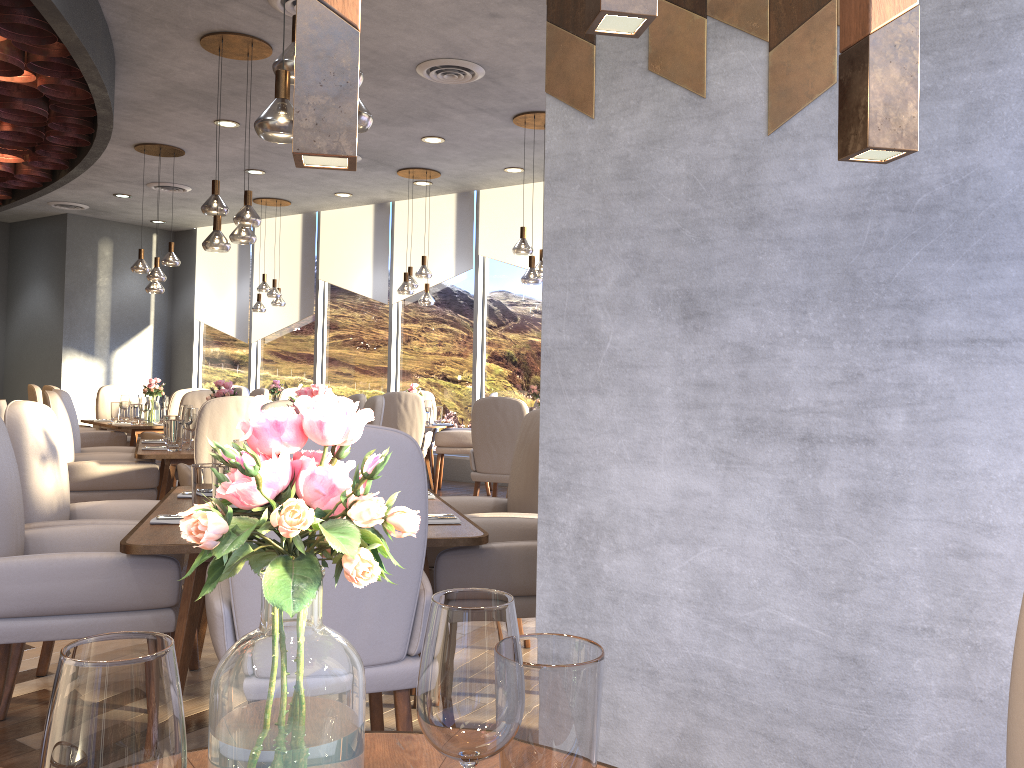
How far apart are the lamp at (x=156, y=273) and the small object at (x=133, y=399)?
1.04m

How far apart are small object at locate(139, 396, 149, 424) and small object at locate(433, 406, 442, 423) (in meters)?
2.72

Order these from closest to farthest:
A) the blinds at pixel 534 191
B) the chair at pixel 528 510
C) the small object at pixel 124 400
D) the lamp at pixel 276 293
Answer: the chair at pixel 528 510
the small object at pixel 124 400
the blinds at pixel 534 191
the lamp at pixel 276 293

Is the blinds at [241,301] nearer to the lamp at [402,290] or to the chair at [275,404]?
the lamp at [402,290]

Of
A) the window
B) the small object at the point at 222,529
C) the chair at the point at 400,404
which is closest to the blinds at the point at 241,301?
the window

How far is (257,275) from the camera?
11.75m

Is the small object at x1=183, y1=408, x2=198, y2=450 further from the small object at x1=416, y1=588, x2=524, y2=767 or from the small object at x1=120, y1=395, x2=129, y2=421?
the small object at x1=416, y1=588, x2=524, y2=767

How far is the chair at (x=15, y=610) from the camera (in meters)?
2.27

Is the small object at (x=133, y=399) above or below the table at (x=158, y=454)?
above

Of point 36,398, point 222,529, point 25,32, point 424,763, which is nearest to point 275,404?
point 25,32
